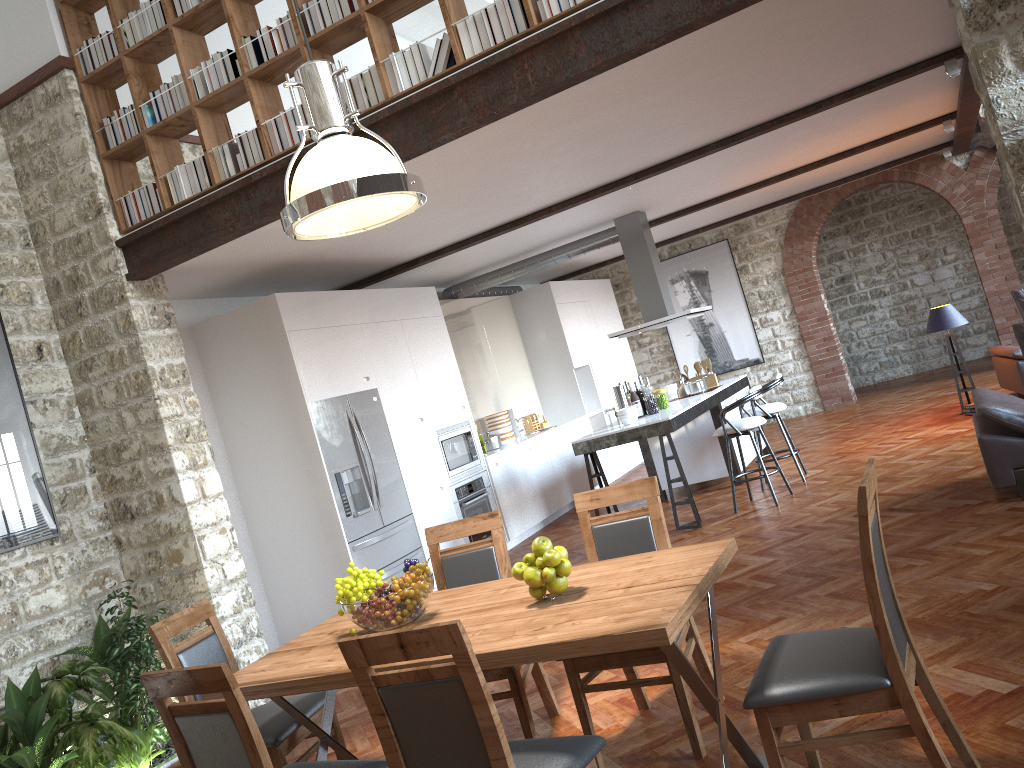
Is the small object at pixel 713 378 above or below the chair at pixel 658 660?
above

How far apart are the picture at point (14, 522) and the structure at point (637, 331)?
5.4 meters

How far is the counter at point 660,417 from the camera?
7.47m

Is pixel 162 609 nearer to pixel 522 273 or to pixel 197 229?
pixel 197 229

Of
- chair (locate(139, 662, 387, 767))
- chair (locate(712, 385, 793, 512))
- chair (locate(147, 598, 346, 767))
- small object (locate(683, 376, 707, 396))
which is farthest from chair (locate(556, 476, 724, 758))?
small object (locate(683, 376, 707, 396))

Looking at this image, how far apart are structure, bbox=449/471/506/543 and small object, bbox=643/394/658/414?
1.74m

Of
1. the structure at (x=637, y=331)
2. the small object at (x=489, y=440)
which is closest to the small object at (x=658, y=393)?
the structure at (x=637, y=331)

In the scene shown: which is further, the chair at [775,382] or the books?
the chair at [775,382]

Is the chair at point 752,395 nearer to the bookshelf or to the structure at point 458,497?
the structure at point 458,497

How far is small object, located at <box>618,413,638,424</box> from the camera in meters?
7.6 m
